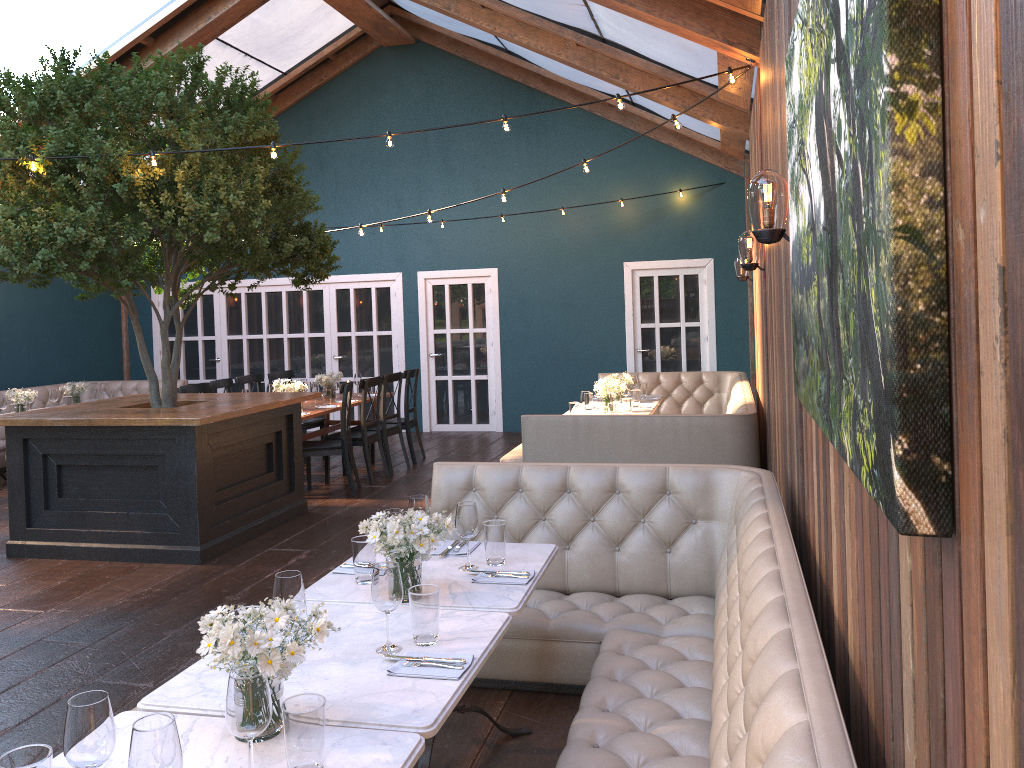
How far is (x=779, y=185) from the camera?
3.1 meters

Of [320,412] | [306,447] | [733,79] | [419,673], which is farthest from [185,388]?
[419,673]

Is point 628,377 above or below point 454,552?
above

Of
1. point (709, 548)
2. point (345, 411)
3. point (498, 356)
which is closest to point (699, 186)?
point (498, 356)

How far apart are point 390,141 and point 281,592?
3.82m

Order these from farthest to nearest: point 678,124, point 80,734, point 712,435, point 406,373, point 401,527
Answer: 1. point 406,373
2. point 712,435
3. point 678,124
4. point 401,527
5. point 80,734

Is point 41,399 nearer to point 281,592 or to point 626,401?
point 626,401

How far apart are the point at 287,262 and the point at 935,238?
6.4m

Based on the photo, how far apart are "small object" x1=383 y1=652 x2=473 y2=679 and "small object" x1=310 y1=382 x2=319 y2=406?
6.6m

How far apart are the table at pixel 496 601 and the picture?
1.14m
